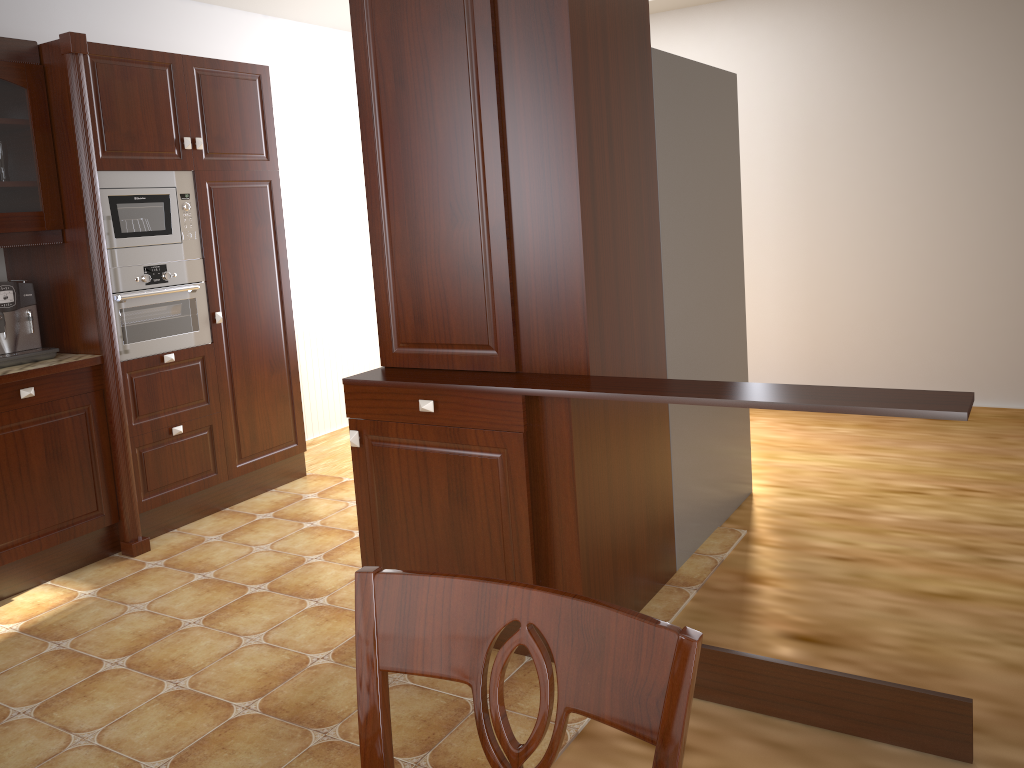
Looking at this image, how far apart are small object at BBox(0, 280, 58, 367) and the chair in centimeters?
299cm

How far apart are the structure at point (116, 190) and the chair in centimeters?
309cm

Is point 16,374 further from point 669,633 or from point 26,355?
point 669,633

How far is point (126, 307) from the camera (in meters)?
3.57

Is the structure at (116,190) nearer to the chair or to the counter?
the counter

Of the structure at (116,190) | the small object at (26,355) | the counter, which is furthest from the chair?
the structure at (116,190)

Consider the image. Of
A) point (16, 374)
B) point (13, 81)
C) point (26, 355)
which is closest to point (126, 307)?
point (26, 355)

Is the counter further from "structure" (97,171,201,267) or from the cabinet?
the cabinet

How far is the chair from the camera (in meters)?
0.70

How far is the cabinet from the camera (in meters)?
3.24
